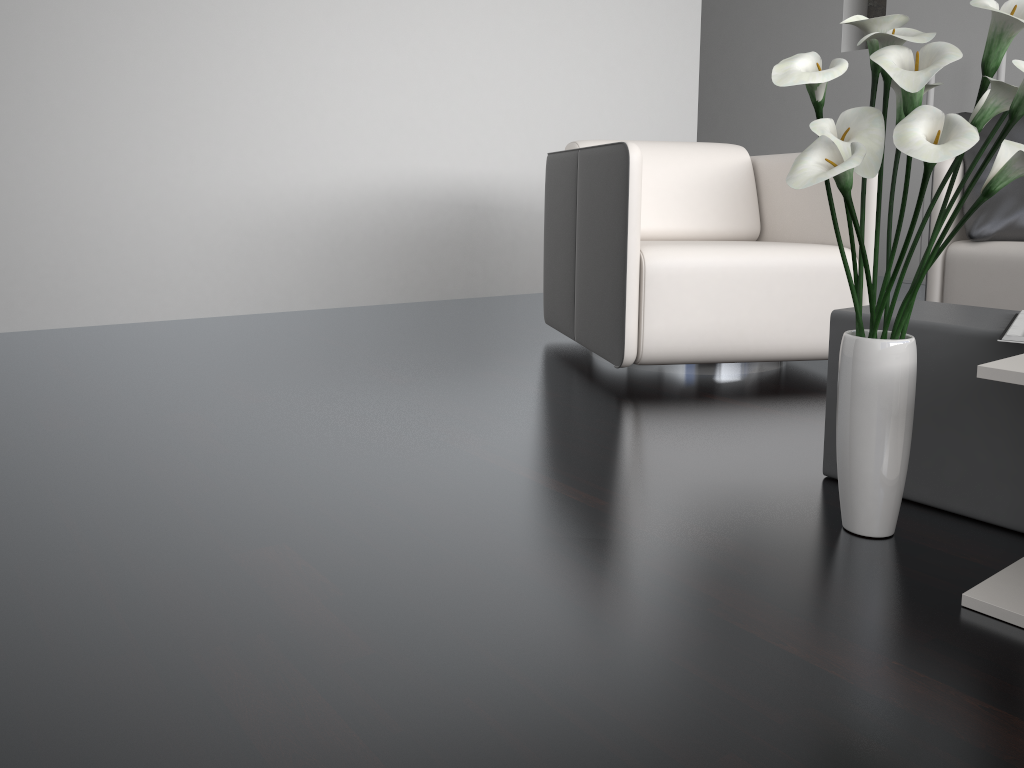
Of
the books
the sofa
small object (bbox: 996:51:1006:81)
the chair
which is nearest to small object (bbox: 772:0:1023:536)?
the books

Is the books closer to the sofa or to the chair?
the chair

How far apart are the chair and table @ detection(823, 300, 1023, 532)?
0.69m

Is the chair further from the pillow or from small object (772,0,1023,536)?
small object (772,0,1023,536)

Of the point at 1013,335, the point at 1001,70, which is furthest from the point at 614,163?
the point at 1001,70

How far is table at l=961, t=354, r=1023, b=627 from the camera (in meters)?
1.09

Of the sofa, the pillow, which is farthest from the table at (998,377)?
the pillow

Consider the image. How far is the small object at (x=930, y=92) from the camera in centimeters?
511cm

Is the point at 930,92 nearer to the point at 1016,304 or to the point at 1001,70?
the point at 1001,70

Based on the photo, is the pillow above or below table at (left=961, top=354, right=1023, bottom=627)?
above
